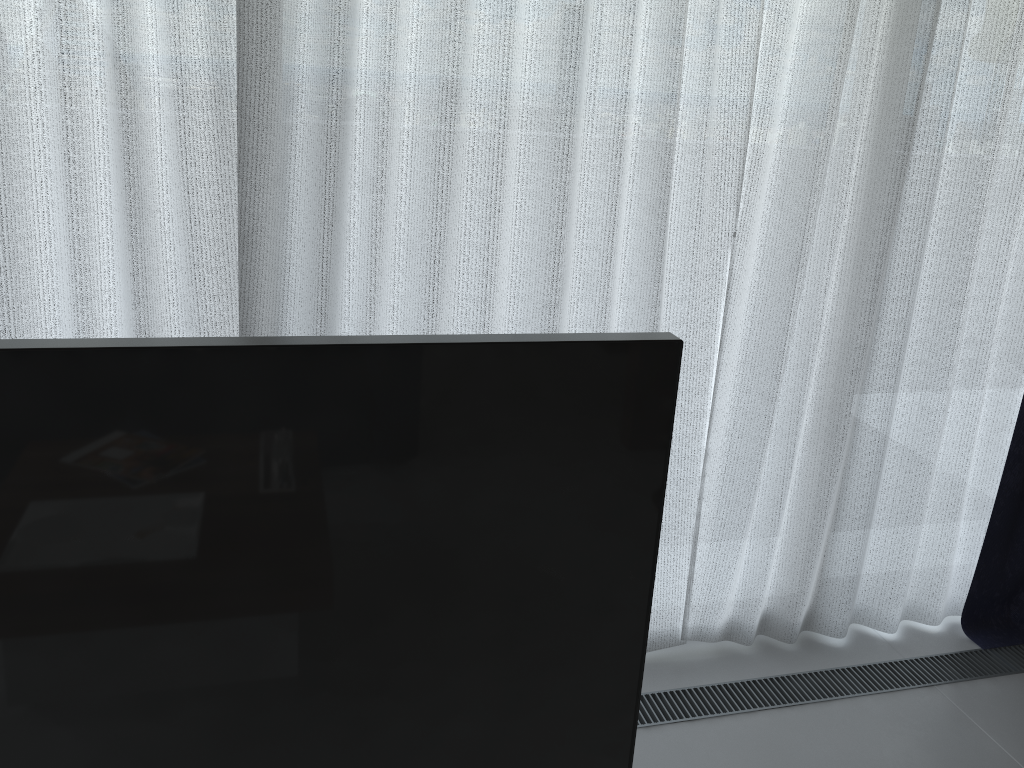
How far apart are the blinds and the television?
1.3m

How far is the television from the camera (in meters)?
0.50

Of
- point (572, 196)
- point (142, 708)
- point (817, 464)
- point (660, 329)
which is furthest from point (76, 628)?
point (817, 464)

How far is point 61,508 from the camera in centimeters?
50cm

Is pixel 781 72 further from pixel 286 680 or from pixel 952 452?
pixel 286 680

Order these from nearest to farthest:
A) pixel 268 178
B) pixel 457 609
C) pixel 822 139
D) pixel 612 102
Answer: pixel 457 609 < pixel 268 178 < pixel 612 102 < pixel 822 139

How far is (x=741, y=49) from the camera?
1.90m

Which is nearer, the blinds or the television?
the television

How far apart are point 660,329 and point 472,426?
1.59m

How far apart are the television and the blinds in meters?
1.3
